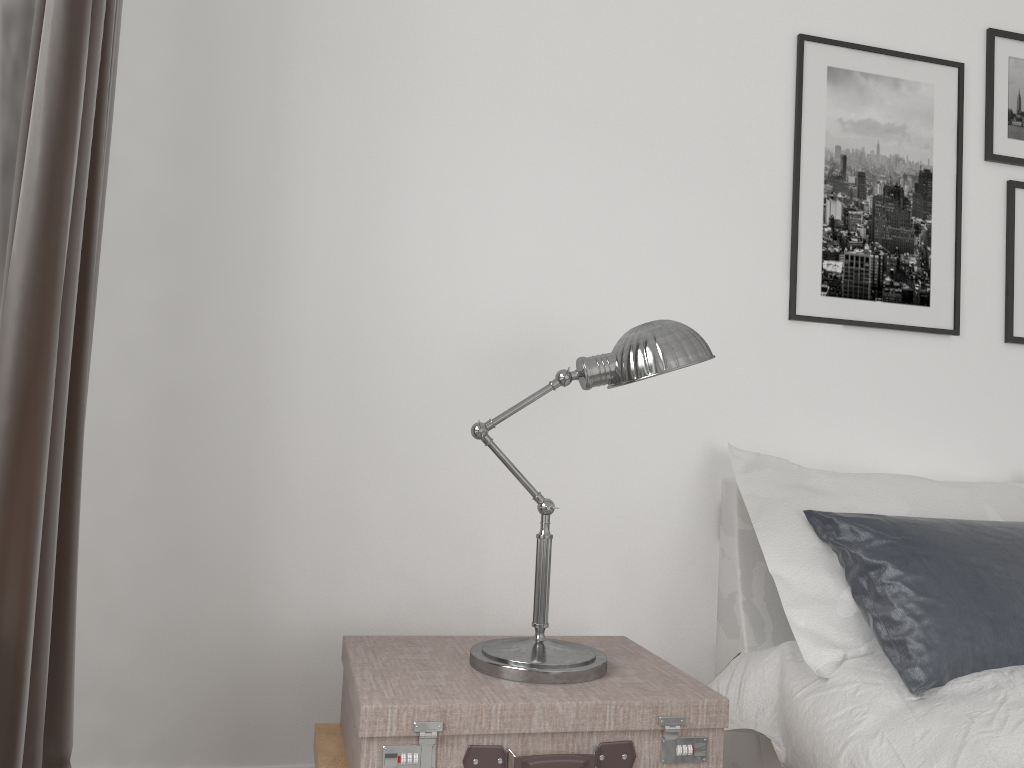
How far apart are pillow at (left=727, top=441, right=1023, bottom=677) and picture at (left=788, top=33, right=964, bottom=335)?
0.4m

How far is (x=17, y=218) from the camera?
1.3m

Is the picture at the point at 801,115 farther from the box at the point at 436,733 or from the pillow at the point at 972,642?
the box at the point at 436,733

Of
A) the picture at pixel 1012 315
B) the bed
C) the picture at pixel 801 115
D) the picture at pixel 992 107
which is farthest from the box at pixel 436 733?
the picture at pixel 992 107

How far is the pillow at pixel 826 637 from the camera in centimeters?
189cm

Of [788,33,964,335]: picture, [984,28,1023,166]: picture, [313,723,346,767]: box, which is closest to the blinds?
[313,723,346,767]: box

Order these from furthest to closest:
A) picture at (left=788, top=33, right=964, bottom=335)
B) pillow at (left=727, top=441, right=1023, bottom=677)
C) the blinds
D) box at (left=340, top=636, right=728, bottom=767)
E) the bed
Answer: picture at (left=788, top=33, right=964, bottom=335), pillow at (left=727, top=441, right=1023, bottom=677), the bed, box at (left=340, top=636, right=728, bottom=767), the blinds

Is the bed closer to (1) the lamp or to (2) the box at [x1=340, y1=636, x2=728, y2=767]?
(2) the box at [x1=340, y1=636, x2=728, y2=767]

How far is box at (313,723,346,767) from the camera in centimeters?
167cm

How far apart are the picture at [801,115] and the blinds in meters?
1.7
